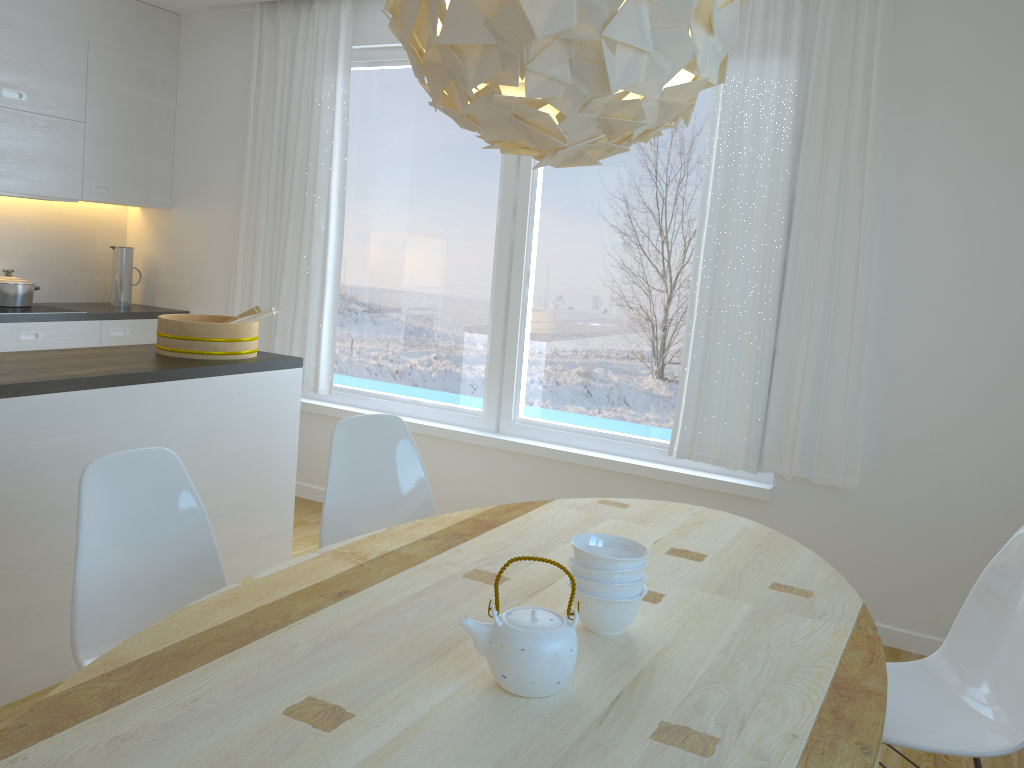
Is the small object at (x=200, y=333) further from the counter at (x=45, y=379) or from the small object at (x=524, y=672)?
the small object at (x=524, y=672)

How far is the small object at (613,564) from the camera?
1.6m

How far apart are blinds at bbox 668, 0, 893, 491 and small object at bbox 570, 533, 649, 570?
2.0m

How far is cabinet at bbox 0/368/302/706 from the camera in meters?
2.6

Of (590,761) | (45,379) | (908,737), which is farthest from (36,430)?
(908,737)

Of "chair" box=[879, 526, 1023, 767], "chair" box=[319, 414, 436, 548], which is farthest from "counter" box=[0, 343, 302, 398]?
"chair" box=[879, 526, 1023, 767]

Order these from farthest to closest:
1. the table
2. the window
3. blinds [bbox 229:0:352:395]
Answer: blinds [bbox 229:0:352:395] → the window → the table

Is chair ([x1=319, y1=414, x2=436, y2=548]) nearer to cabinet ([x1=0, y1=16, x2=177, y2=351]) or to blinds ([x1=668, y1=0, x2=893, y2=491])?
blinds ([x1=668, y1=0, x2=893, y2=491])

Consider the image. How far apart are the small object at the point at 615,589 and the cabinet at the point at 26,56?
3.8m

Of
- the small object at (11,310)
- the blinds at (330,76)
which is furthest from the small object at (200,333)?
the small object at (11,310)
